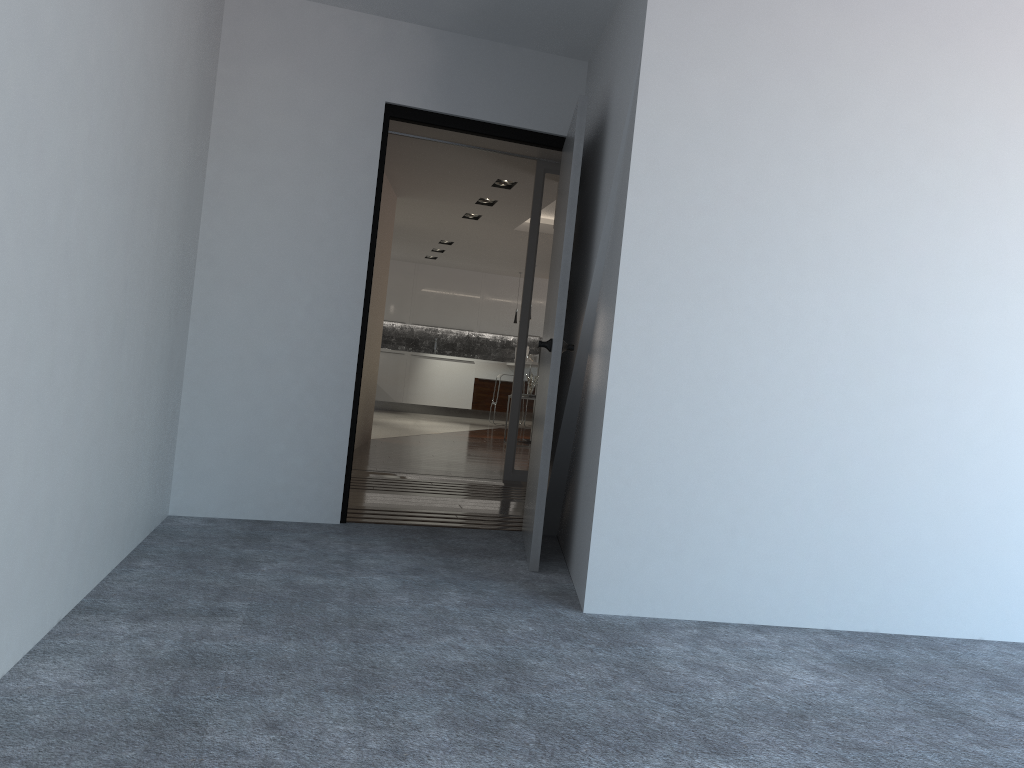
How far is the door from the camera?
3.7m

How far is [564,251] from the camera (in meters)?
3.72

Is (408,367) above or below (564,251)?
below

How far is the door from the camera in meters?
3.7

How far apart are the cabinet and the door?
10.3 meters

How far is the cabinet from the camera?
14.7 meters

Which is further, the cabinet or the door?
the cabinet

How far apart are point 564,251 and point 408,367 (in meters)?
11.19

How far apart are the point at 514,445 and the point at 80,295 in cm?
462

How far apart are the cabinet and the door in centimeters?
1028cm
